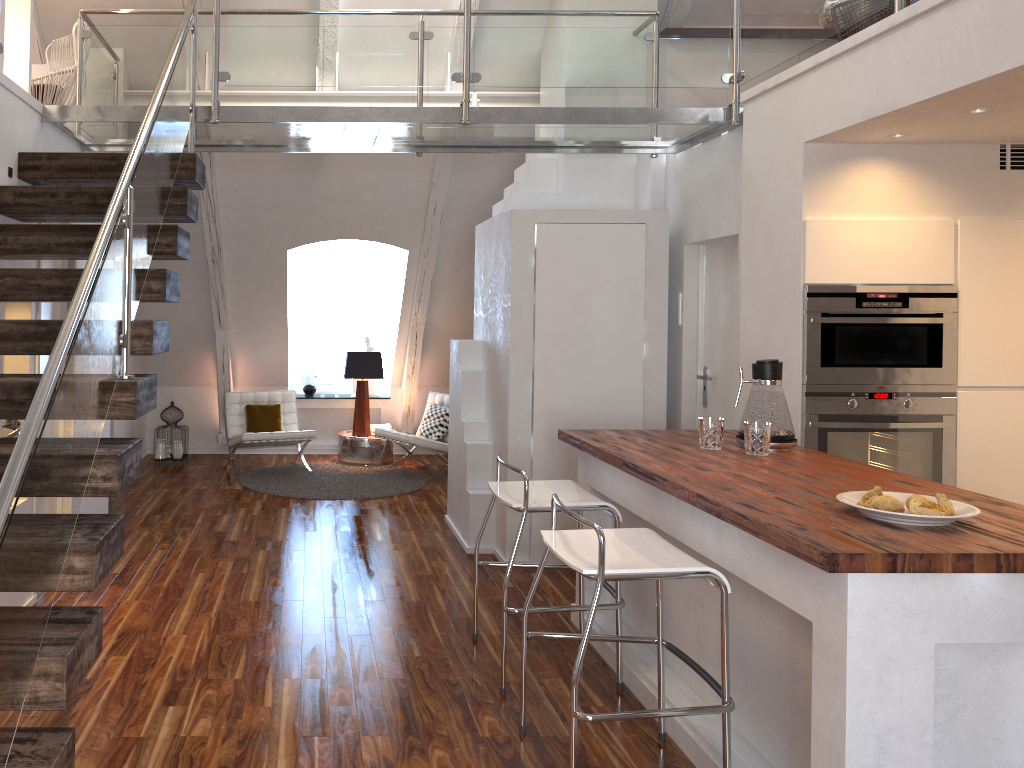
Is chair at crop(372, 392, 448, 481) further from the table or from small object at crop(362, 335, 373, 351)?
small object at crop(362, 335, 373, 351)

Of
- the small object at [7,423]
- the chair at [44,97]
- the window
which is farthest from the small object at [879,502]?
the window

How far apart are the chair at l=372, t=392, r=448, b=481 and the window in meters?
1.2

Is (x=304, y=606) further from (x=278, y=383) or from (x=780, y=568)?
(x=278, y=383)

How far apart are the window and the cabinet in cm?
394

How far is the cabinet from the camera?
5.41m

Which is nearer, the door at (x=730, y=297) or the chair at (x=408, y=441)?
the door at (x=730, y=297)

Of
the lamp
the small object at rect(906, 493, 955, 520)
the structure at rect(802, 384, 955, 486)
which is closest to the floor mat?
the lamp

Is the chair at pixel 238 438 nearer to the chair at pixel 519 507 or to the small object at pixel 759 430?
the chair at pixel 519 507

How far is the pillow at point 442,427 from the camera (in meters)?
7.30
